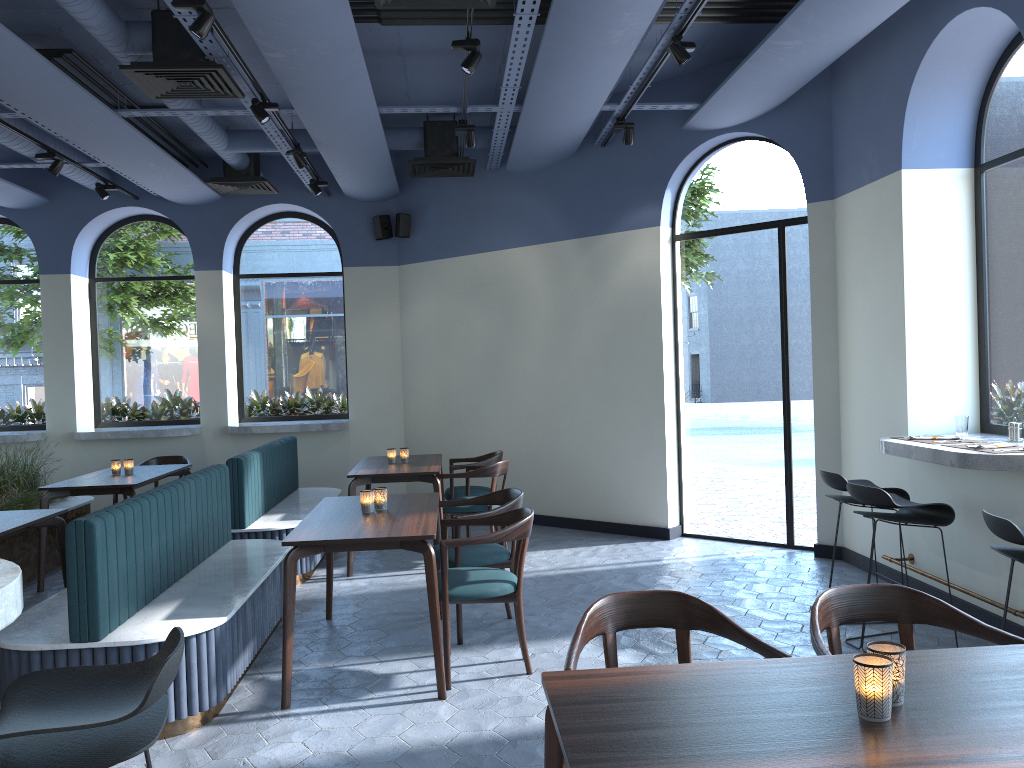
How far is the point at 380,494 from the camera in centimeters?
484cm

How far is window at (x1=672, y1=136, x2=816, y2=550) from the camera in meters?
7.0

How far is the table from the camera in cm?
169

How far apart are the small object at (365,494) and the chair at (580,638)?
2.3 meters

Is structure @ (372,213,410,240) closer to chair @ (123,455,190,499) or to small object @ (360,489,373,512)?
chair @ (123,455,190,499)

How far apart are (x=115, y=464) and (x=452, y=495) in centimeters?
274cm

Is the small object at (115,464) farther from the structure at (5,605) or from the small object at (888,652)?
the small object at (888,652)

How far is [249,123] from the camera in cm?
835

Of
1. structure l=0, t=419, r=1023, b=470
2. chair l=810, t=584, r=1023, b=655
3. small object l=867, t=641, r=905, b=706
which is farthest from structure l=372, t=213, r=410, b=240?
small object l=867, t=641, r=905, b=706

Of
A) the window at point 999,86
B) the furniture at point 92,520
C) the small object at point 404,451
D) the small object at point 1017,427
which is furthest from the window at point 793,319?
the furniture at point 92,520
